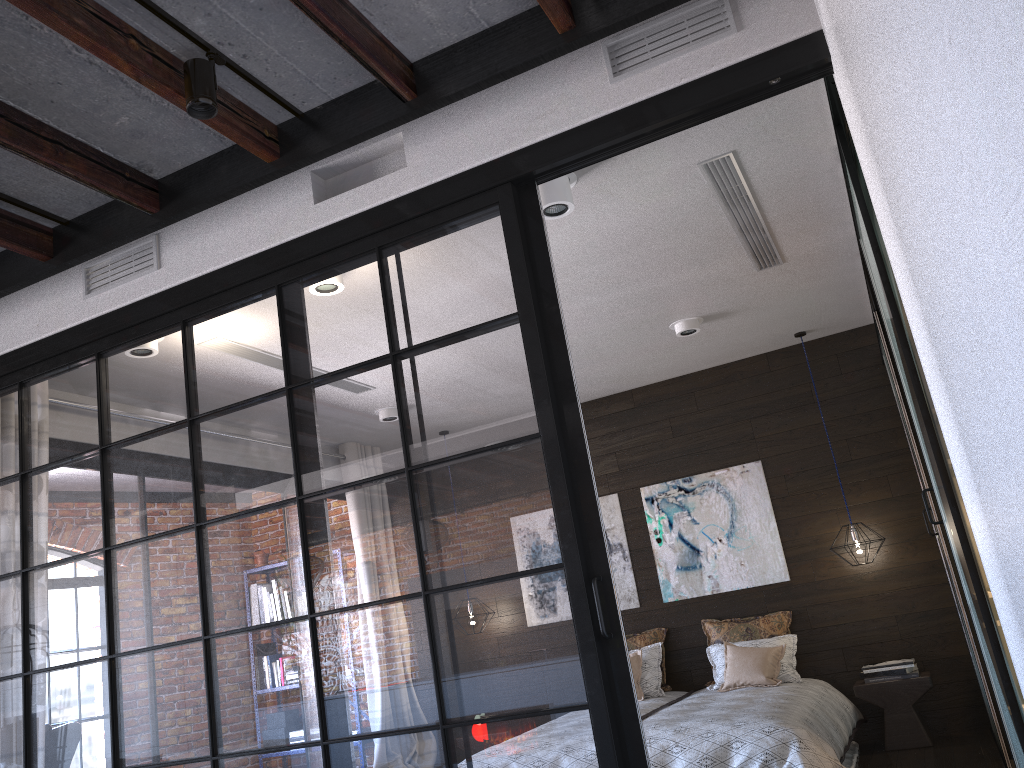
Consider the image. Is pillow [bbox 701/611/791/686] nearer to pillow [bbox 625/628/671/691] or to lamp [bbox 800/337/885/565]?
pillow [bbox 625/628/671/691]

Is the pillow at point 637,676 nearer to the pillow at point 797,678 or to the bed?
the bed

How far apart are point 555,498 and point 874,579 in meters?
4.3

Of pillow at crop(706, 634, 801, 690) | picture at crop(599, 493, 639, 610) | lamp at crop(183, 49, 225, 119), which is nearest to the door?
pillow at crop(706, 634, 801, 690)

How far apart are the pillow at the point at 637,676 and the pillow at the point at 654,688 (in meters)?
0.06

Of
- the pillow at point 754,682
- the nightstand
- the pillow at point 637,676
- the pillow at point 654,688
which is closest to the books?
the nightstand

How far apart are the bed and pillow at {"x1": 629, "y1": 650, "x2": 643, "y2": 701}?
0.1 meters

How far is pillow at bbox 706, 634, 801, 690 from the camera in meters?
5.7 m

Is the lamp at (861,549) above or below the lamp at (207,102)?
below

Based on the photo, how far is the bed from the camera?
4.2m
